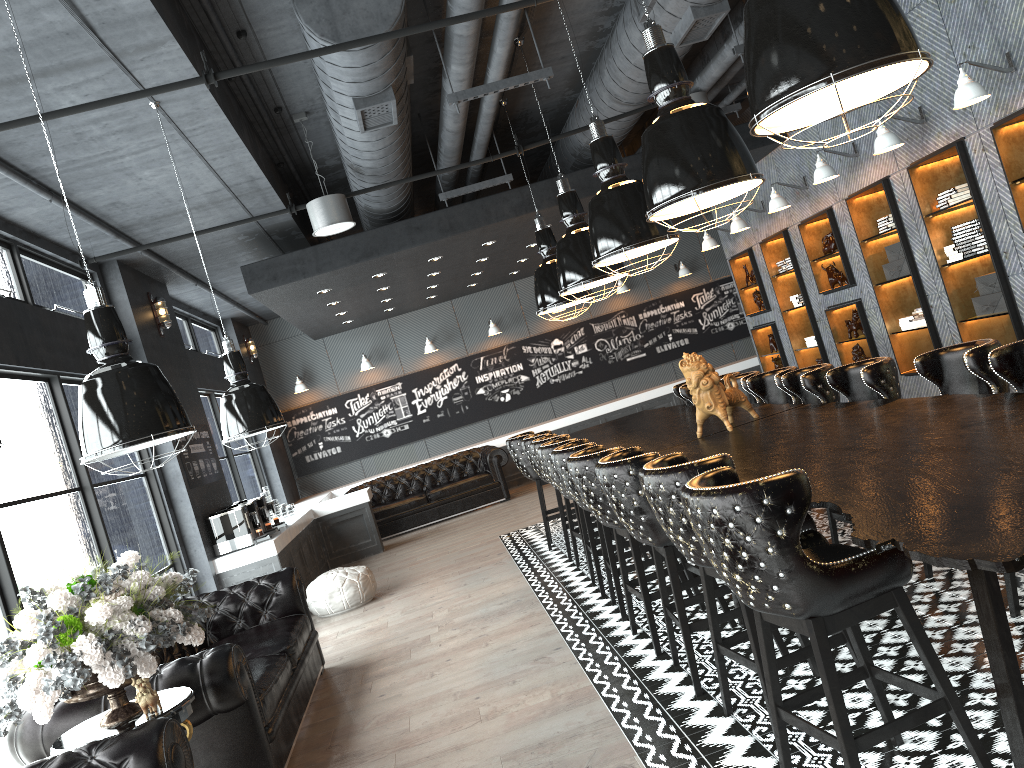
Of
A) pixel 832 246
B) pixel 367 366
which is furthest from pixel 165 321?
pixel 832 246

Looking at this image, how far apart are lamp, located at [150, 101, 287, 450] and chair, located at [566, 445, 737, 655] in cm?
173

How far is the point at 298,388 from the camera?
14.32m

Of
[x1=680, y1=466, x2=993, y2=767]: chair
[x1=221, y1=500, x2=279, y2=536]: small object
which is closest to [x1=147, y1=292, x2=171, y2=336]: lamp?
[x1=221, y1=500, x2=279, y2=536]: small object

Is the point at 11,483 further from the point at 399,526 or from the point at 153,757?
the point at 399,526

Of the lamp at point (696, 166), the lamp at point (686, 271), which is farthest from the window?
the lamp at point (686, 271)

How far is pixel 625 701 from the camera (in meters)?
4.13

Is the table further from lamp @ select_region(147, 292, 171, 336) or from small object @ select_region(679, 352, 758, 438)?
lamp @ select_region(147, 292, 171, 336)

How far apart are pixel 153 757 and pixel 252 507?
6.2m

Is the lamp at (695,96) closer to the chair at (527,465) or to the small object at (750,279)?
the chair at (527,465)
